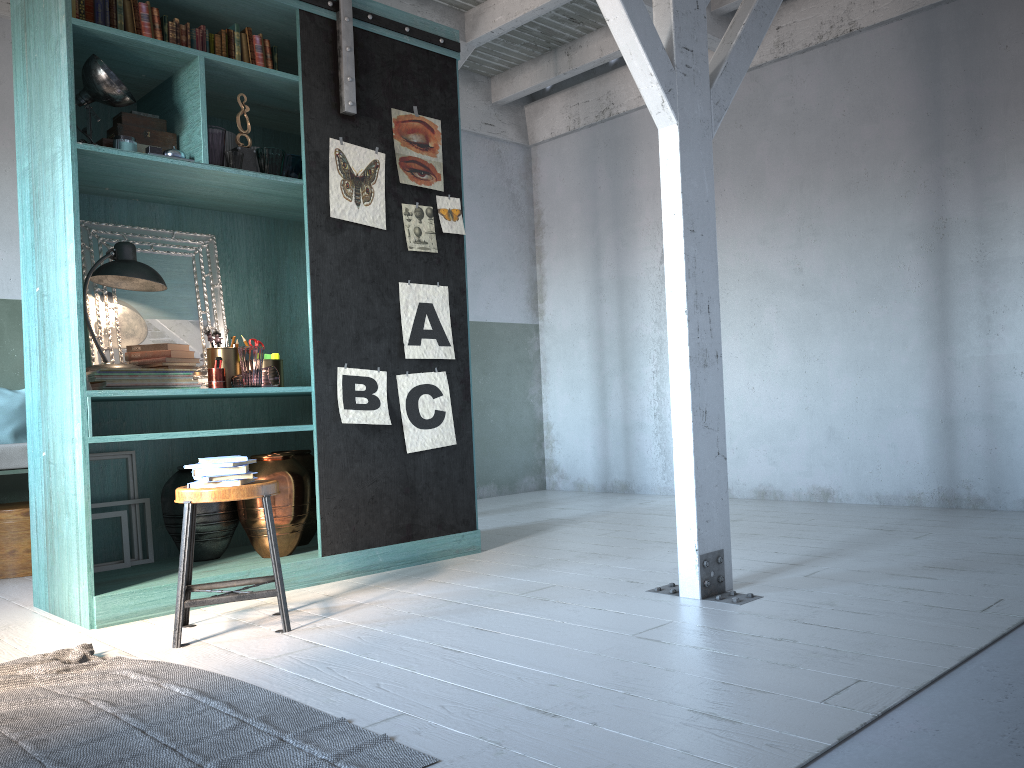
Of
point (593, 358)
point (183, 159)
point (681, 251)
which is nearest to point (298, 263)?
point (183, 159)

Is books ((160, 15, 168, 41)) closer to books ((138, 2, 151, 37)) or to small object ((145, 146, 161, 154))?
books ((138, 2, 151, 37))

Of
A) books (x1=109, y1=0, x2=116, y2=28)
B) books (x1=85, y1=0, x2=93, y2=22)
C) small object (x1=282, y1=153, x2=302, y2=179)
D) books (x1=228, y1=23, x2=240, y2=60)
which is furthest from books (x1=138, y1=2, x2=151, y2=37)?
small object (x1=282, y1=153, x2=302, y2=179)

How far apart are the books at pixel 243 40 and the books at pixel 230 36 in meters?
0.1 m

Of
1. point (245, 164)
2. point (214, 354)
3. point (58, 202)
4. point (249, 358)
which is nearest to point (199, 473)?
point (249, 358)

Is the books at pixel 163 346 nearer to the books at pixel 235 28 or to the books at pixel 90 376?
the books at pixel 90 376

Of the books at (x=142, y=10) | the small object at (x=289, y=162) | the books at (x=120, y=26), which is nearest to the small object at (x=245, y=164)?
the small object at (x=289, y=162)

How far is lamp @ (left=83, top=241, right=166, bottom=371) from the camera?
4.8 meters

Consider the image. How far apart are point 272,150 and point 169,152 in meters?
0.6 m

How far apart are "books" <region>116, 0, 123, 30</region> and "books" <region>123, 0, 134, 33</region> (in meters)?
0.04
